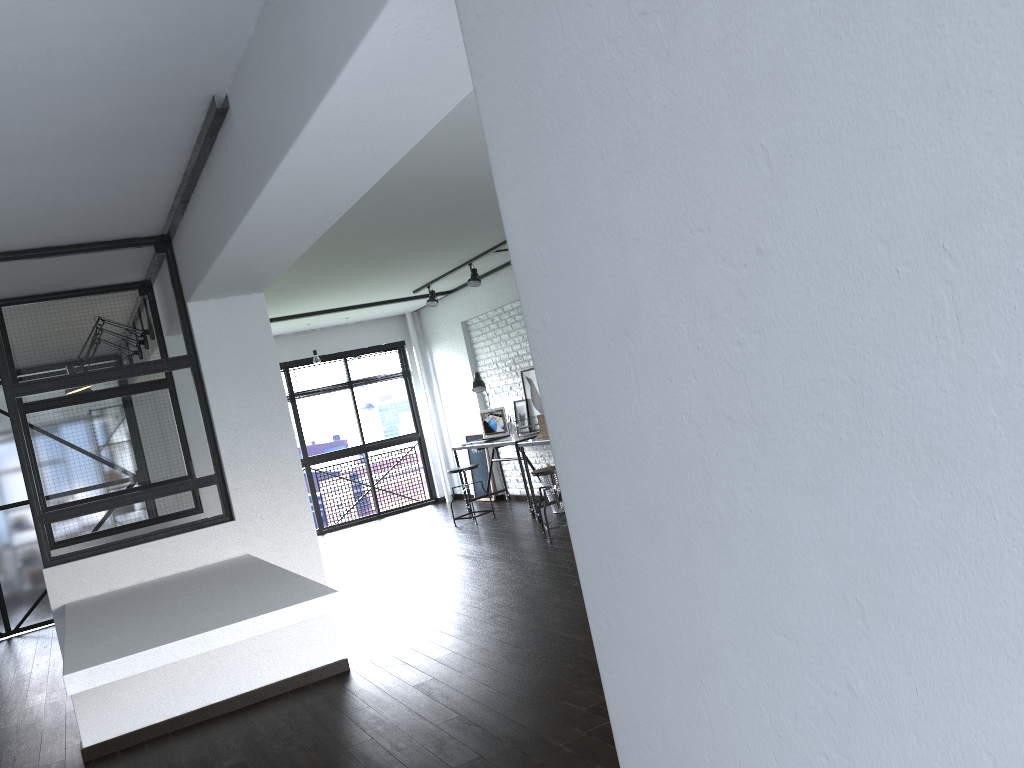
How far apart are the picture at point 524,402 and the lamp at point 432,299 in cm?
131

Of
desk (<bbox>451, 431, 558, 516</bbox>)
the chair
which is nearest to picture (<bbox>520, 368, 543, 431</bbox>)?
desk (<bbox>451, 431, 558, 516</bbox>)

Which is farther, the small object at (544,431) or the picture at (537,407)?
the picture at (537,407)

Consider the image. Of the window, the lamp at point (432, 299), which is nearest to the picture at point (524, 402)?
the lamp at point (432, 299)

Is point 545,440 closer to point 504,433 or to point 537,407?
point 537,407

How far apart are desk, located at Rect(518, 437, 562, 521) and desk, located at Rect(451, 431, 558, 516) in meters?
0.4 m

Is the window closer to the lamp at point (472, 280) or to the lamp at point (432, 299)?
the lamp at point (432, 299)

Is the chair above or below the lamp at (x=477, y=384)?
below

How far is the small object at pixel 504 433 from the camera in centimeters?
899cm

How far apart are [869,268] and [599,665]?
0.8 meters
